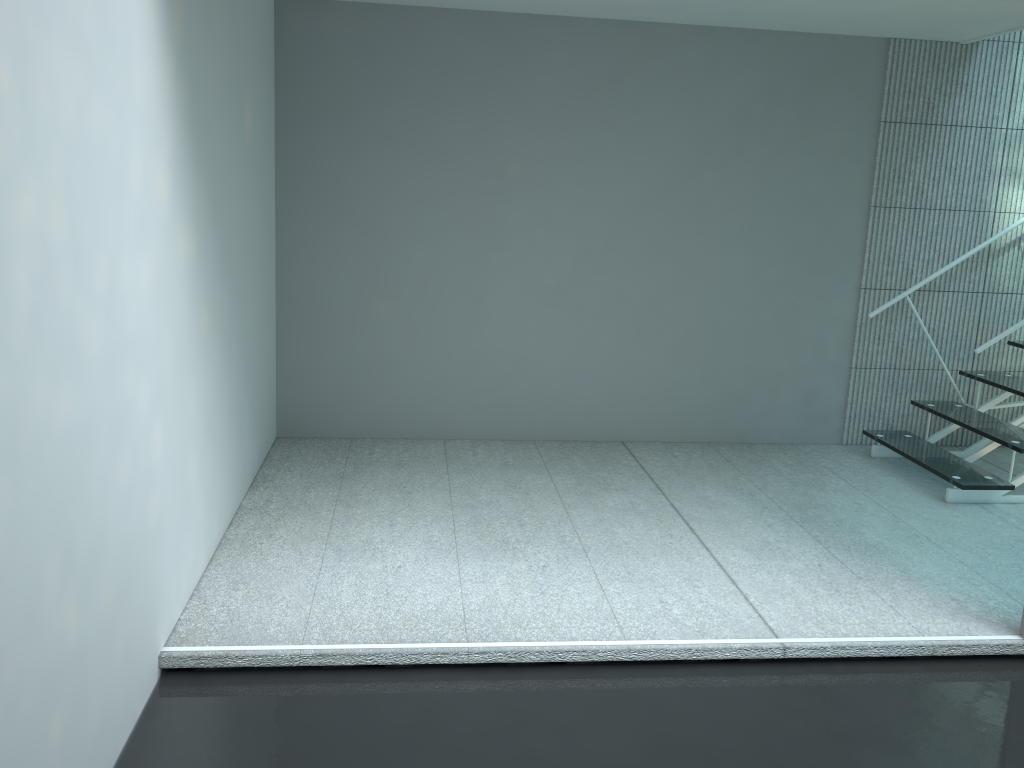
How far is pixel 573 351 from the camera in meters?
4.3

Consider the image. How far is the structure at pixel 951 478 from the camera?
3.7m

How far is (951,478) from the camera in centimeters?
373cm

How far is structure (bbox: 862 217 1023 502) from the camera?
3.7 meters
